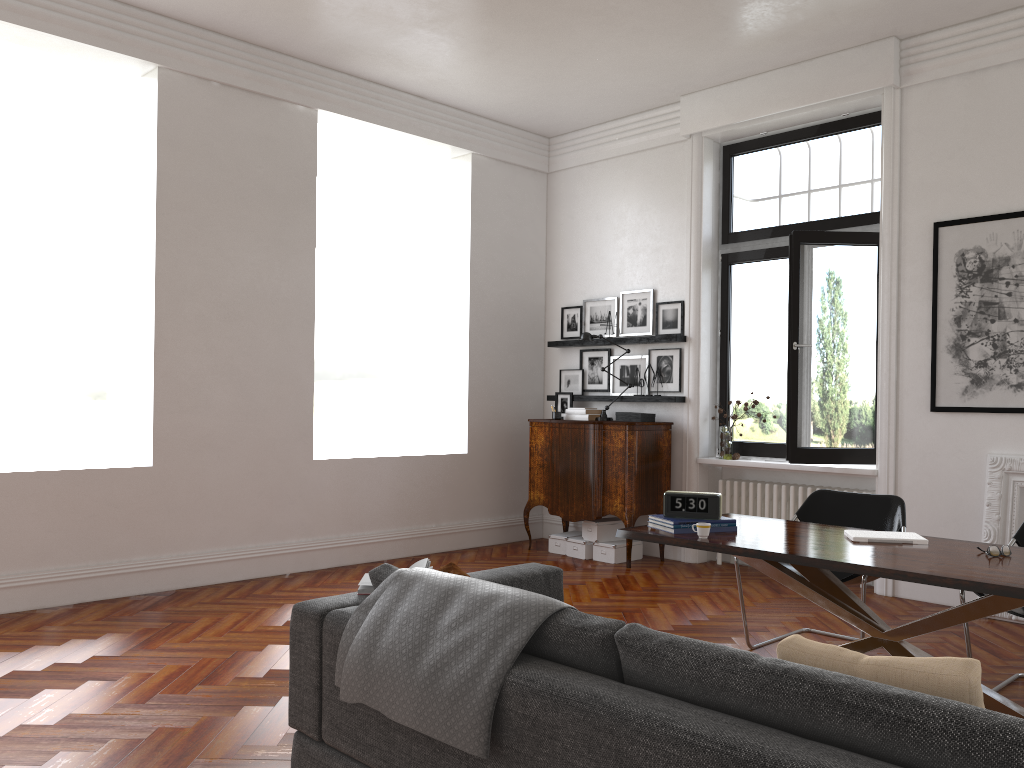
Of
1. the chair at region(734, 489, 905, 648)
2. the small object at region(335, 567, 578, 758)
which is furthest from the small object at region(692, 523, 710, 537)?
the small object at region(335, 567, 578, 758)

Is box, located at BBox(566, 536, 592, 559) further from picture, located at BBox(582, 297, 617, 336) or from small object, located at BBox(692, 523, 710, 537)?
small object, located at BBox(692, 523, 710, 537)

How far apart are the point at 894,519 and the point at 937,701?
3.4m

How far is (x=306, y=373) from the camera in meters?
7.0 m

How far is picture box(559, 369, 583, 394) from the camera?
8.5m

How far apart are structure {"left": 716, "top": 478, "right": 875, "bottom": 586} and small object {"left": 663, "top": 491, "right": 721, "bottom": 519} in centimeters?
306cm

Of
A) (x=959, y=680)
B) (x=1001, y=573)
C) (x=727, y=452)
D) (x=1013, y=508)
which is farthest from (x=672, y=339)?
(x=959, y=680)

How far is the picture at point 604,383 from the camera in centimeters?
830cm

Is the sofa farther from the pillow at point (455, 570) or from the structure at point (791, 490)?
the structure at point (791, 490)

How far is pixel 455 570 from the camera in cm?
337
